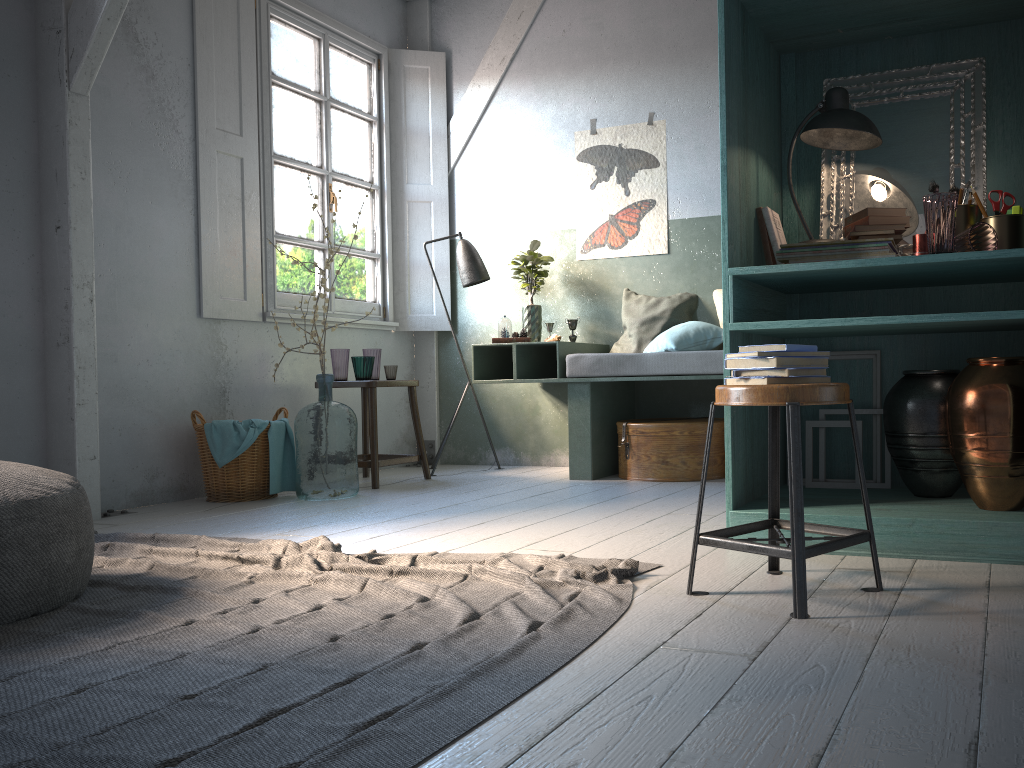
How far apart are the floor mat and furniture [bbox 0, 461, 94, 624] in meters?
0.0 m

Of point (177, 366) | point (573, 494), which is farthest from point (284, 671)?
point (177, 366)

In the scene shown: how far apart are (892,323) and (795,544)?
1.1 meters

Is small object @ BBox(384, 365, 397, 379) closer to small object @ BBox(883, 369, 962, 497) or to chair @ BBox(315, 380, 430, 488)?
chair @ BBox(315, 380, 430, 488)

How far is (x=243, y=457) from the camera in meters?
A: 5.3 m

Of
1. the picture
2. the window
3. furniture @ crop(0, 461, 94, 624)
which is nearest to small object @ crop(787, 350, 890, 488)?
the picture

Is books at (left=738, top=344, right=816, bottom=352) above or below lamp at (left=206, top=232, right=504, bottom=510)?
below

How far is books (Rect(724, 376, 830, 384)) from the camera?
2.4 meters

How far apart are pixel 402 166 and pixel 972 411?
5.2m

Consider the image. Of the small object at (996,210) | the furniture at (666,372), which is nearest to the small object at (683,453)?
the furniture at (666,372)
